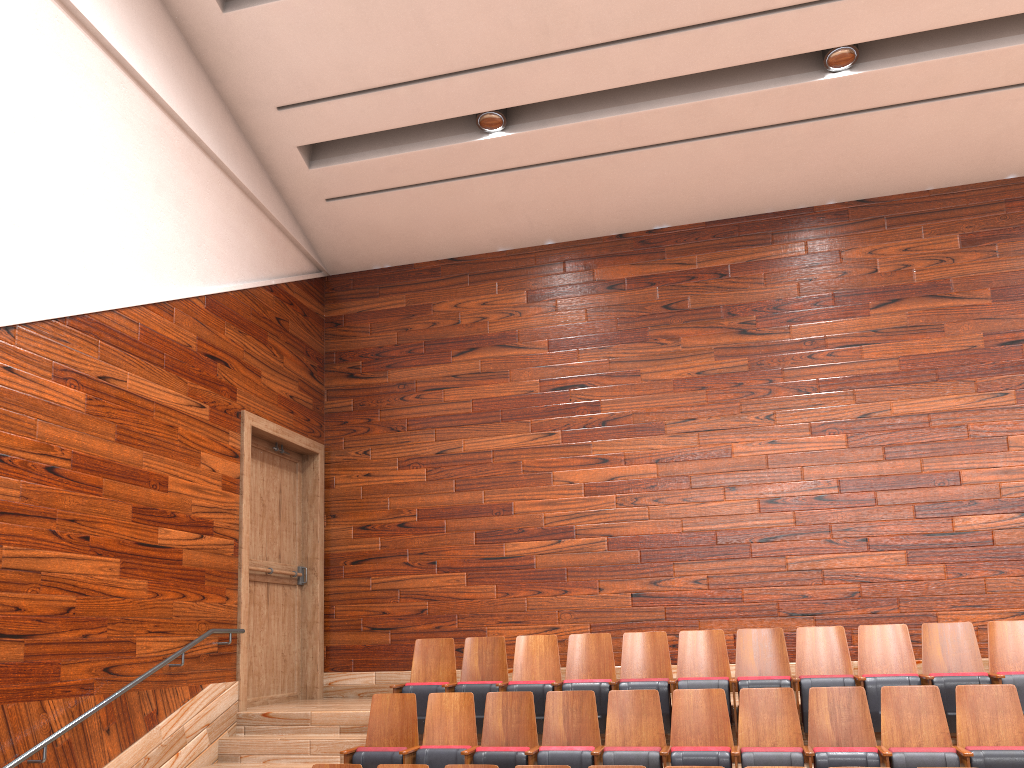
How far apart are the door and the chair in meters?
0.1

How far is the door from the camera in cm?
70

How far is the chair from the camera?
0.5m

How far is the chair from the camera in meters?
0.5

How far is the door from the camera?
0.7 meters

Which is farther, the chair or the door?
the door

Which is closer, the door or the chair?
the chair

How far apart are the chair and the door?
0.14m
